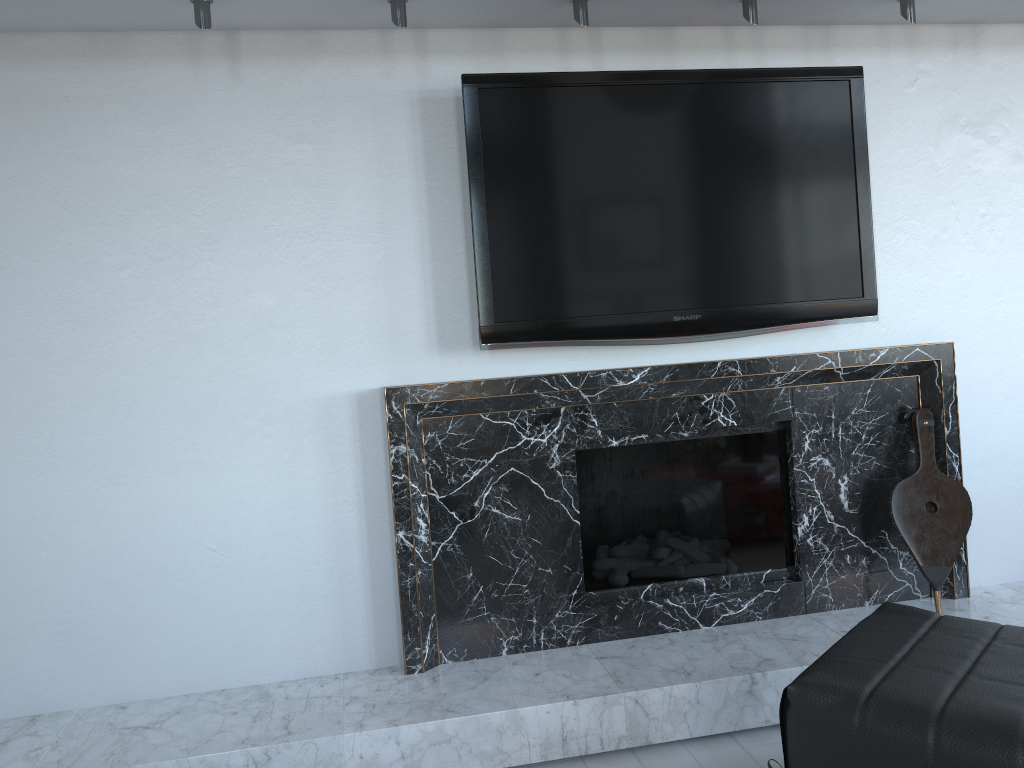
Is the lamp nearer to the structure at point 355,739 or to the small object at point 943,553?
the small object at point 943,553

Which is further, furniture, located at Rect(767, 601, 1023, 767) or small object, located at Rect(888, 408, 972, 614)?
small object, located at Rect(888, 408, 972, 614)

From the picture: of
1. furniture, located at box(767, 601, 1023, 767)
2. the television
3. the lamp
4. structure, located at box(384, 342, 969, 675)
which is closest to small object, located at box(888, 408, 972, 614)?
structure, located at box(384, 342, 969, 675)

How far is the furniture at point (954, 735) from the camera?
1.4m

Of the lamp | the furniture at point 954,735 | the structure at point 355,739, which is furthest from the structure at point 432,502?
the lamp

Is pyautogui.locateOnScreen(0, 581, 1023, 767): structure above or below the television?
below

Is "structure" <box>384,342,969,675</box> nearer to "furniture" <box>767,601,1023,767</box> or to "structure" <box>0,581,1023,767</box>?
"structure" <box>0,581,1023,767</box>

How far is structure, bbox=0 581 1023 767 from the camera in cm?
206

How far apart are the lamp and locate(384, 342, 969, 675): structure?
0.9m

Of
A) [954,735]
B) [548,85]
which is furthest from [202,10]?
[954,735]
